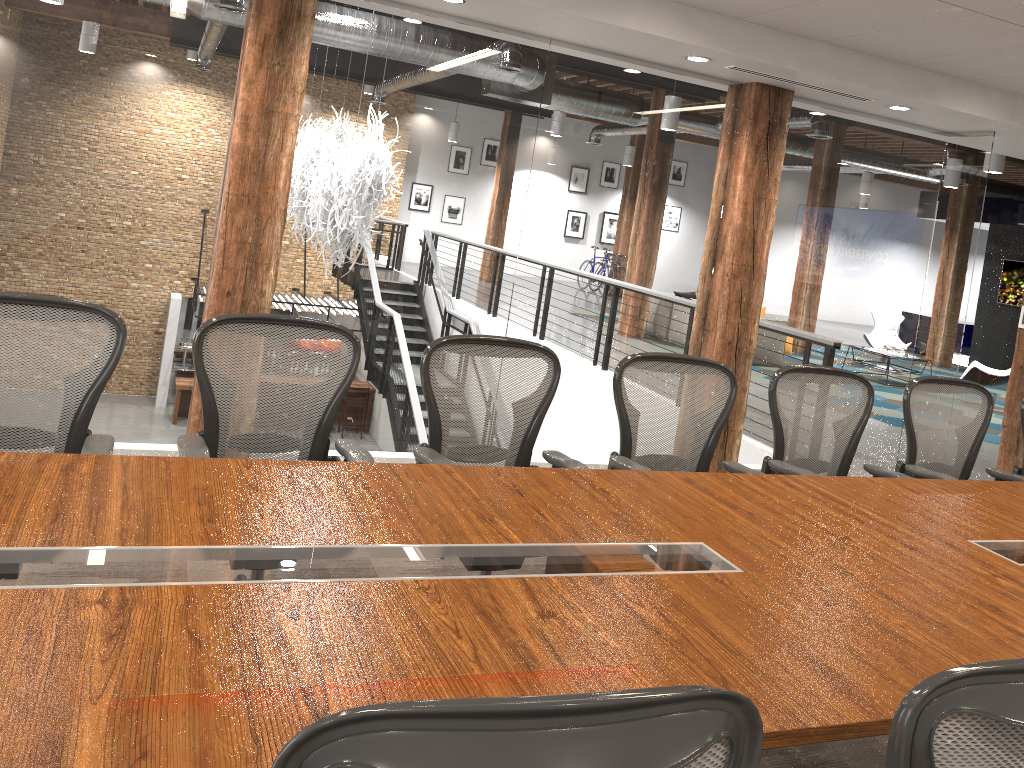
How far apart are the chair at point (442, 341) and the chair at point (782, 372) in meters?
1.0

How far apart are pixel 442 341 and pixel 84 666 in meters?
2.0 m

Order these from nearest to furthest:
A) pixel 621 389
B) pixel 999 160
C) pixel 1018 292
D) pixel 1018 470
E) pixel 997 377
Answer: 1. pixel 621 389
2. pixel 1018 470
3. pixel 999 160
4. pixel 997 377
5. pixel 1018 292

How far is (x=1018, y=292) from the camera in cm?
1500

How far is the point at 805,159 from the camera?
5.82m

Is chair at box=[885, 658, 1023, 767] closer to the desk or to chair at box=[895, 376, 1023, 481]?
the desk

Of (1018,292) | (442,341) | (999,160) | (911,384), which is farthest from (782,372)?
(1018,292)

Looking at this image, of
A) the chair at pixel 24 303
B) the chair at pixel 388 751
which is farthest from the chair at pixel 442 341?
the chair at pixel 388 751

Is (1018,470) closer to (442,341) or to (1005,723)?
(442,341)

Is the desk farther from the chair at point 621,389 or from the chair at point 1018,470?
the chair at point 1018,470
